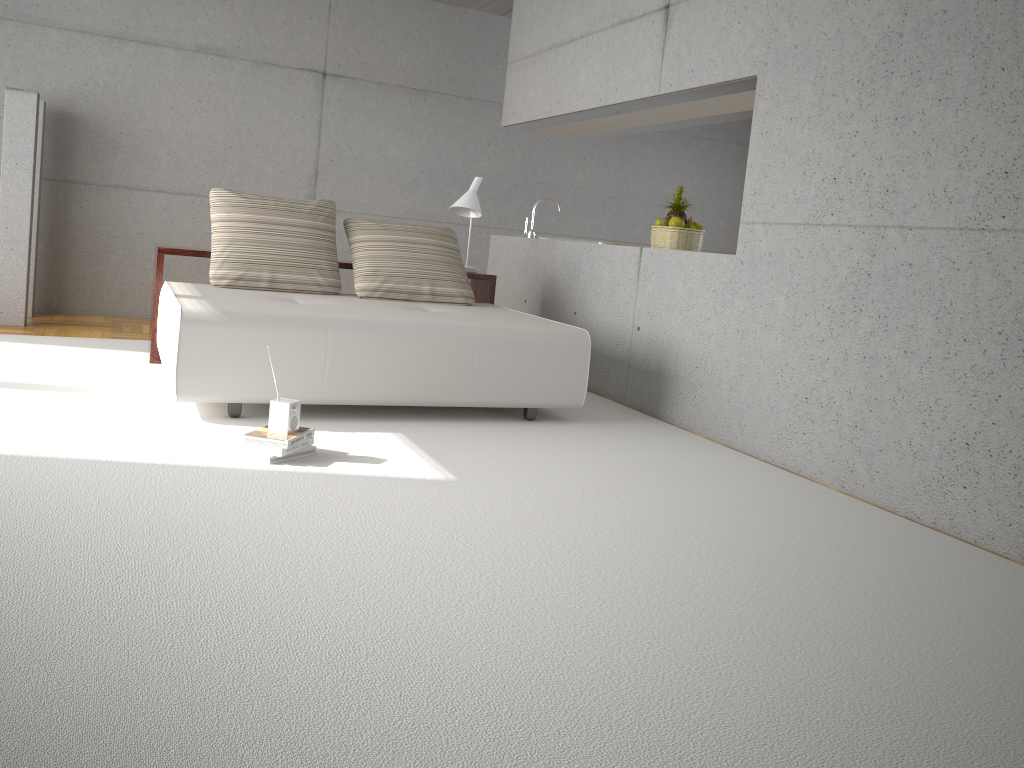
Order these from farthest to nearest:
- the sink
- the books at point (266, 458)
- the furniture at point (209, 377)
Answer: the sink
the furniture at point (209, 377)
the books at point (266, 458)

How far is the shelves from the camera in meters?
5.4 m

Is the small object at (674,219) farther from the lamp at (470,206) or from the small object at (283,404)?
the small object at (283,404)

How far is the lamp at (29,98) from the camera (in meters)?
6.16

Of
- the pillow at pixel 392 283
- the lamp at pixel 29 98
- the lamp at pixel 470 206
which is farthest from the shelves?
the lamp at pixel 29 98

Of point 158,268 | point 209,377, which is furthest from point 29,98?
point 209,377

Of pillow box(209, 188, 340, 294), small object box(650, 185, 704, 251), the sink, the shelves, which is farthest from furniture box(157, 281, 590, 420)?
the sink

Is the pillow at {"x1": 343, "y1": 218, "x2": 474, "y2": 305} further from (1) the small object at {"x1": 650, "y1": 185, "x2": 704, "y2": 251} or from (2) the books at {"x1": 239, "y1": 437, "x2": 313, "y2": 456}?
(2) the books at {"x1": 239, "y1": 437, "x2": 313, "y2": 456}

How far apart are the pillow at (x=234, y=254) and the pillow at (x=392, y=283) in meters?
0.1 m

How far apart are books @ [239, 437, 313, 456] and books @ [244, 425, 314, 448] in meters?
0.0 m
